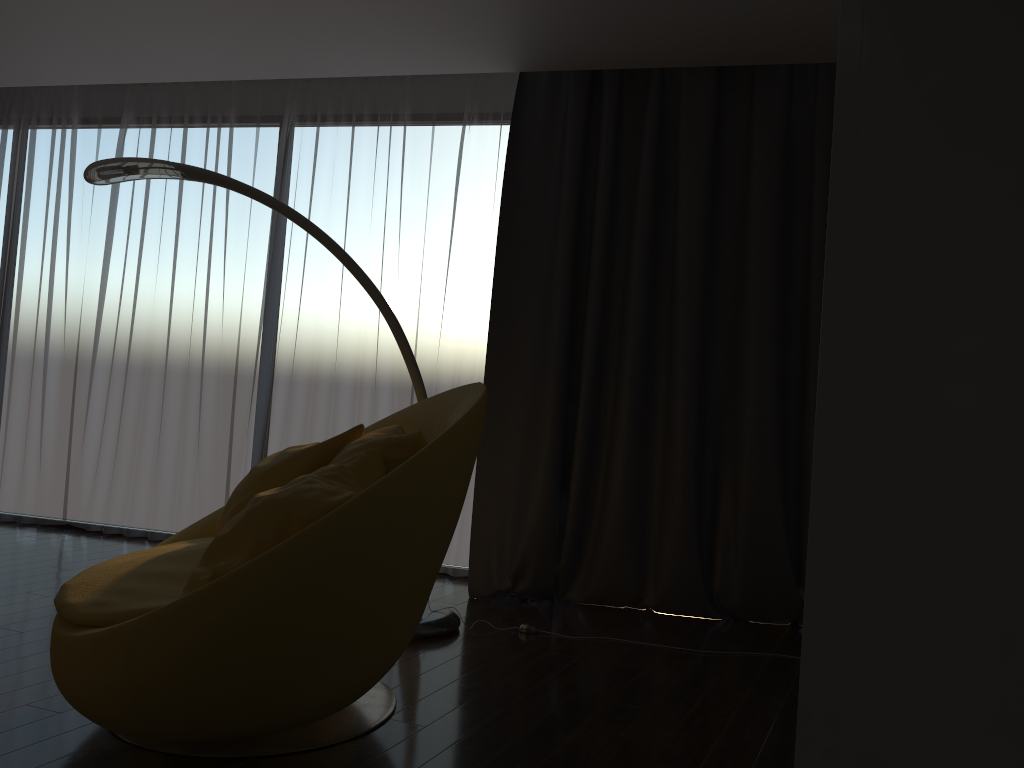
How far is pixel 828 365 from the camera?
0.7m

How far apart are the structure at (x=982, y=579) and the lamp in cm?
297

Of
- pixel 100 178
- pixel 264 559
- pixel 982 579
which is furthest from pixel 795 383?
pixel 982 579

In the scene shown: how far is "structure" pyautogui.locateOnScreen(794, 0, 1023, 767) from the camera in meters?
0.6

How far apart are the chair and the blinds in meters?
1.0

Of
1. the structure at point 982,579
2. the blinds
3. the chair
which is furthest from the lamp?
the structure at point 982,579

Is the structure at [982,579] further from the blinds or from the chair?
the blinds

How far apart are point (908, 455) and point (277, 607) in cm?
165

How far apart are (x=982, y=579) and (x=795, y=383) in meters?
3.4

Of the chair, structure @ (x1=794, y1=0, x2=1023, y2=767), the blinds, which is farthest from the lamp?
structure @ (x1=794, y1=0, x2=1023, y2=767)
